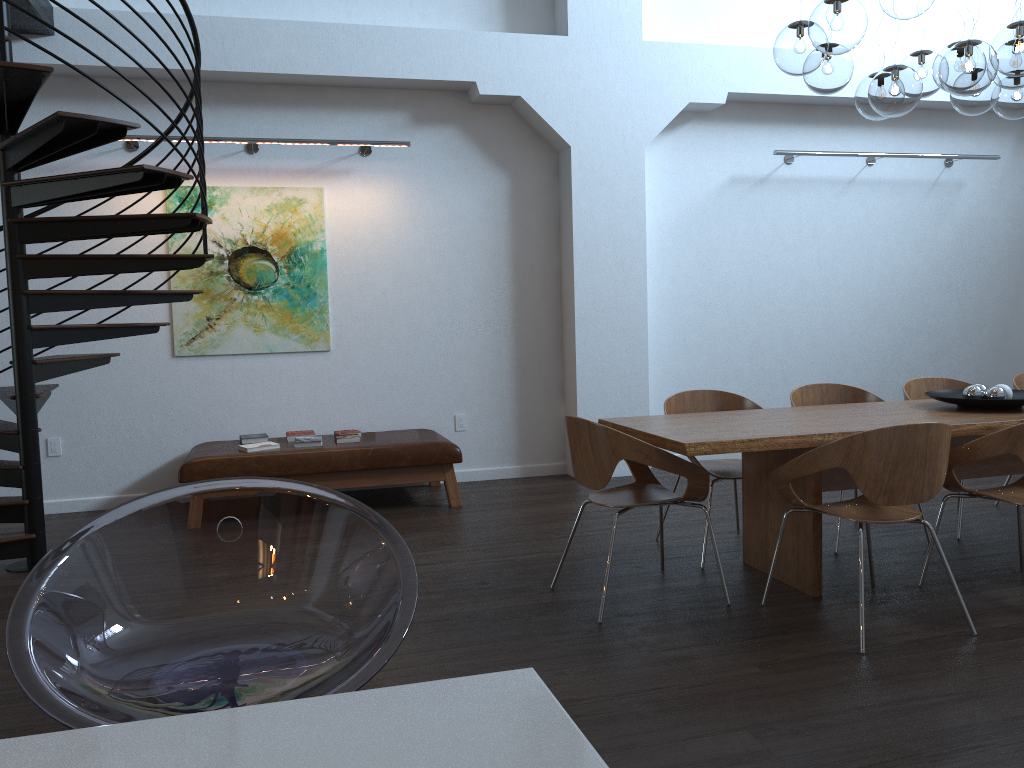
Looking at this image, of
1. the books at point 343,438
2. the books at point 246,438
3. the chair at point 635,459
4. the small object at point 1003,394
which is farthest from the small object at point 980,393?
the books at point 246,438

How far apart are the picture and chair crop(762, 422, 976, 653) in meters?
3.9

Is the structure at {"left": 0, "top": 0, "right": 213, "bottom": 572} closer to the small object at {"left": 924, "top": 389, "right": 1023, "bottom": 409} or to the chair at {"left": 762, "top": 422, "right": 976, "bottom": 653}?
the chair at {"left": 762, "top": 422, "right": 976, "bottom": 653}

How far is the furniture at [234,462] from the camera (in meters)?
5.61

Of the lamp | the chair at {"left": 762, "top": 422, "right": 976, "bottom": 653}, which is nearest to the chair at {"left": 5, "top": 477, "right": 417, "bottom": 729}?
the chair at {"left": 762, "top": 422, "right": 976, "bottom": 653}

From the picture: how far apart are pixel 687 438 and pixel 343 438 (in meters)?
3.03

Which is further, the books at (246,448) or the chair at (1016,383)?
the books at (246,448)

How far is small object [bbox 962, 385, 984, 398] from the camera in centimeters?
→ 440cm

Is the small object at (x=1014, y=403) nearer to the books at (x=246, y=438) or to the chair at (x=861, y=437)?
the chair at (x=861, y=437)

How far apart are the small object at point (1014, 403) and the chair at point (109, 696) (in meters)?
3.72
